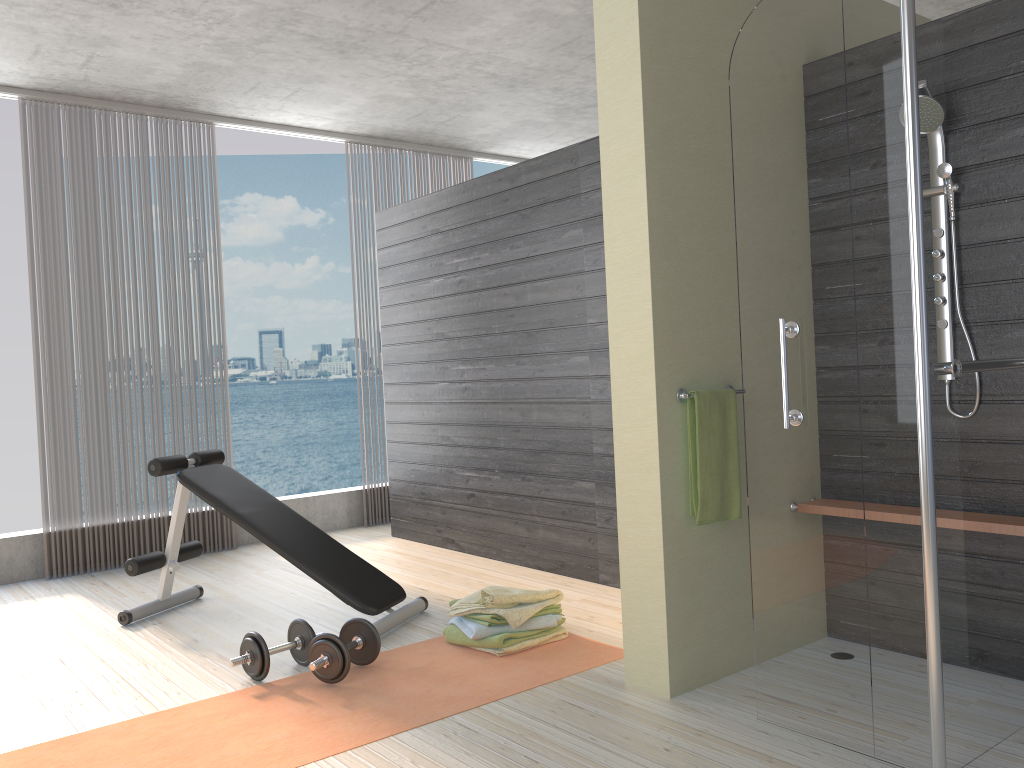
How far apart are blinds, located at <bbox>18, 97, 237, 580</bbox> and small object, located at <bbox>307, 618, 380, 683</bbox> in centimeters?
261cm

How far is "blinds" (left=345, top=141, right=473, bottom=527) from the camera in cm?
661

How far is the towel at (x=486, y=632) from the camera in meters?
3.3 m

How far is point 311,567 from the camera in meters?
3.7

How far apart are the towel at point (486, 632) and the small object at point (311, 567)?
0.3m

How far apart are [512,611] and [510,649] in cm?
14

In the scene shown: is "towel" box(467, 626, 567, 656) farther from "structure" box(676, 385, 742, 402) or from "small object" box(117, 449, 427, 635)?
"structure" box(676, 385, 742, 402)

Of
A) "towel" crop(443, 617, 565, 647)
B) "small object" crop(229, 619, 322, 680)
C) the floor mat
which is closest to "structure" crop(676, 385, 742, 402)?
the floor mat

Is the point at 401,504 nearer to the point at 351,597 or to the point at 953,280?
the point at 351,597

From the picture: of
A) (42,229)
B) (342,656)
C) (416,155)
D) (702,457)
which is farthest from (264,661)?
(416,155)
